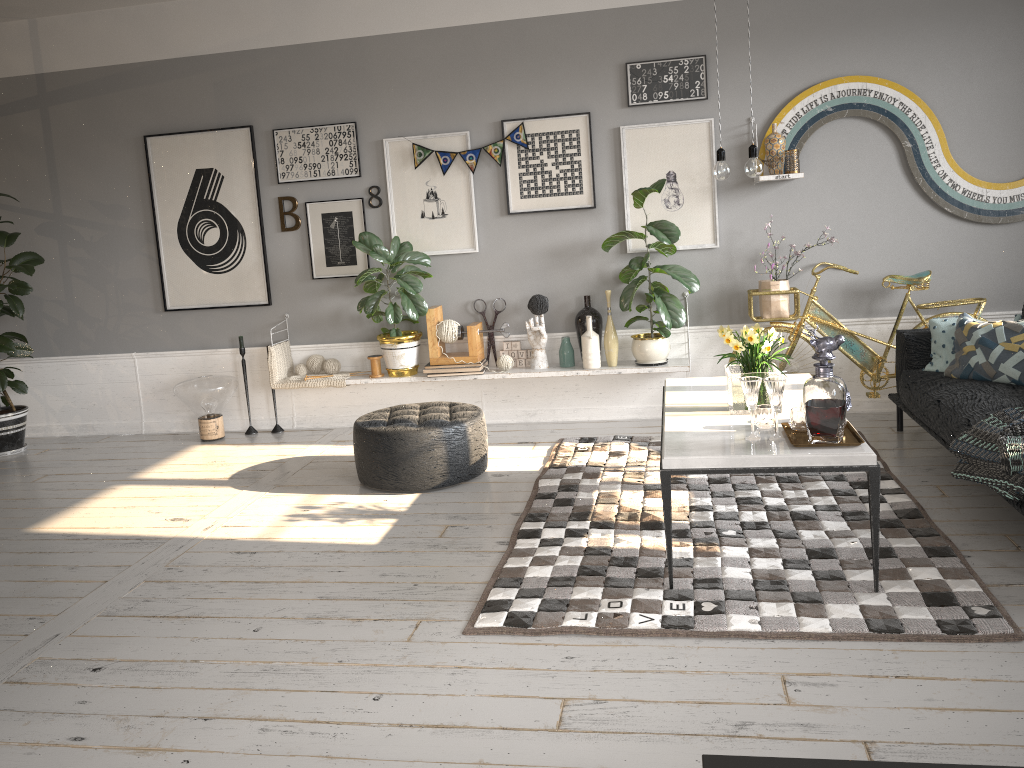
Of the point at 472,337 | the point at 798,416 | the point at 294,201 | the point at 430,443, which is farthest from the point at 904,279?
the point at 294,201

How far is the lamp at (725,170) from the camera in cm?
362

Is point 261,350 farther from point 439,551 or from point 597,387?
point 439,551

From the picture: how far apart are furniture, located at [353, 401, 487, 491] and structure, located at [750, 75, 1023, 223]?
2.2 meters

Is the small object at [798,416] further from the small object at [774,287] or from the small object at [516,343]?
the small object at [516,343]

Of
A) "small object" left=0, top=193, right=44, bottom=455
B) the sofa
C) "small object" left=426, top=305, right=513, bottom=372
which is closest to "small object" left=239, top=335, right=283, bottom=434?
"small object" left=426, top=305, right=513, bottom=372

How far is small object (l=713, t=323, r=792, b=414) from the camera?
3.6 meters

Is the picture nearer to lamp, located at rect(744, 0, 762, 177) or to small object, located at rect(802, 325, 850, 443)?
lamp, located at rect(744, 0, 762, 177)

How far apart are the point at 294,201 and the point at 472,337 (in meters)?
1.56

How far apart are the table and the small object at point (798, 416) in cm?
2
